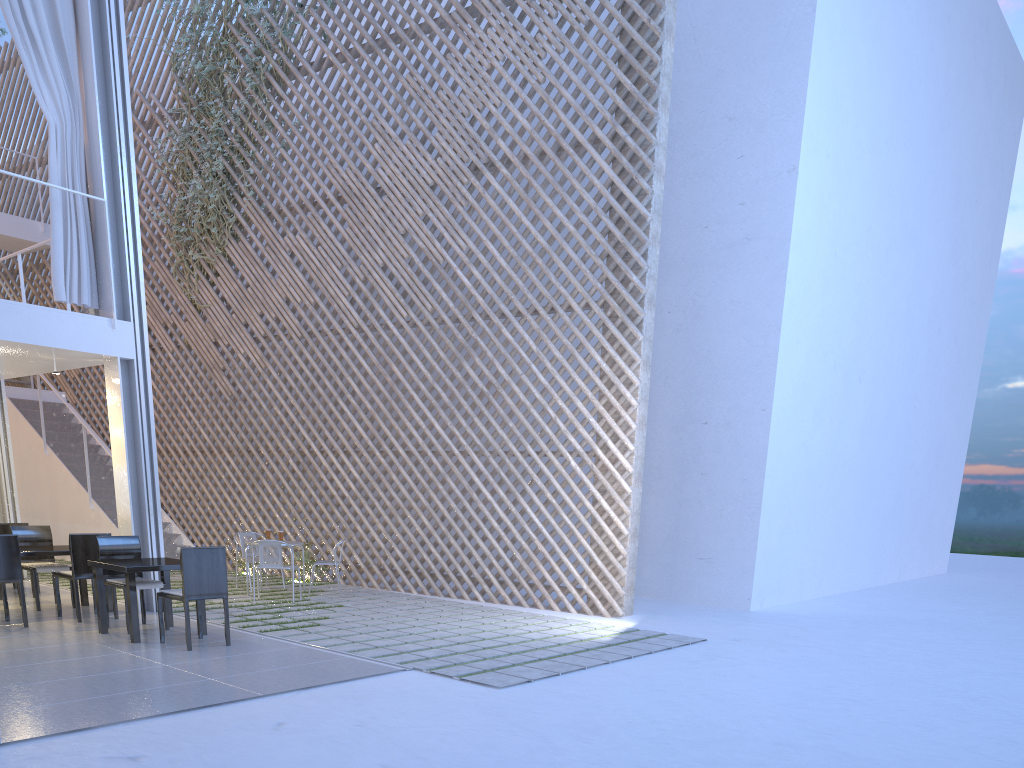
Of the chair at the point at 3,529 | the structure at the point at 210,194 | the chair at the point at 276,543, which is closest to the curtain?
the chair at the point at 3,529

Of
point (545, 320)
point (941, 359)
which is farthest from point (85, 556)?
point (941, 359)

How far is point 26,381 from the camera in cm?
789

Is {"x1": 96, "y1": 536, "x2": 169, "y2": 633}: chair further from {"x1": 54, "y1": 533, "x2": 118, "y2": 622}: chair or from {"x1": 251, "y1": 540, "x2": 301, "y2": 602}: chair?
{"x1": 251, "y1": 540, "x2": 301, "y2": 602}: chair

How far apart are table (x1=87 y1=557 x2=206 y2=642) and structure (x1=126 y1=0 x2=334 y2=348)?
3.4m

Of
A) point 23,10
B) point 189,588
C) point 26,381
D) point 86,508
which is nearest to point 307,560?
point 86,508

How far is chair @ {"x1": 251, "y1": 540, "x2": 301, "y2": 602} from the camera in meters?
4.7

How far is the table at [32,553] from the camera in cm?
390

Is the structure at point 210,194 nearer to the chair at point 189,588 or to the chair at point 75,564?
the chair at point 75,564

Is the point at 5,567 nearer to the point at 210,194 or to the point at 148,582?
the point at 148,582
